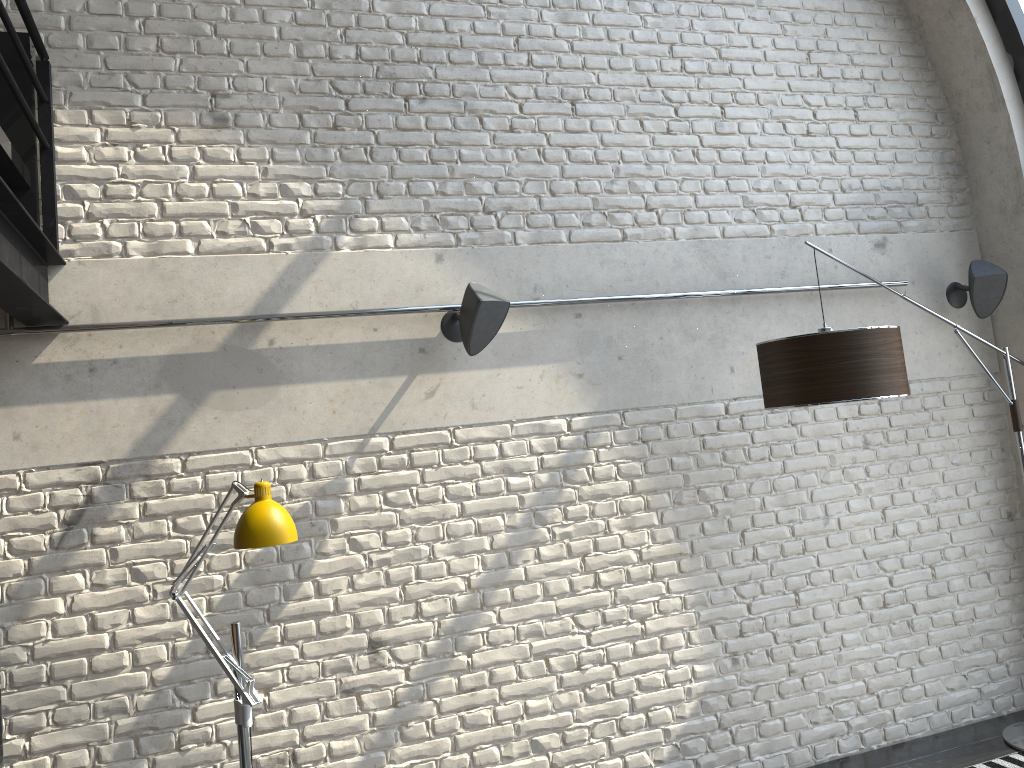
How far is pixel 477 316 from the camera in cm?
356

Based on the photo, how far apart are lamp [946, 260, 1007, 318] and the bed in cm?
424

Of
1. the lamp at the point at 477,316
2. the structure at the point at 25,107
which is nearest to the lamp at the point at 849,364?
the lamp at the point at 477,316

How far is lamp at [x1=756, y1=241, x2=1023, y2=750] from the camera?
3.3 meters

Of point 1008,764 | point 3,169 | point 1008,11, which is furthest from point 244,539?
point 1008,11

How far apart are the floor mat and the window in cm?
331

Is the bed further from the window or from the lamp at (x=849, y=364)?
the window

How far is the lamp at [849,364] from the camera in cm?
331

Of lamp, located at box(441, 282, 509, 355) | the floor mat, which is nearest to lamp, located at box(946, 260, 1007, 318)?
the floor mat

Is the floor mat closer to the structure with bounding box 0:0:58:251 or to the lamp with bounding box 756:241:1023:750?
the lamp with bounding box 756:241:1023:750
